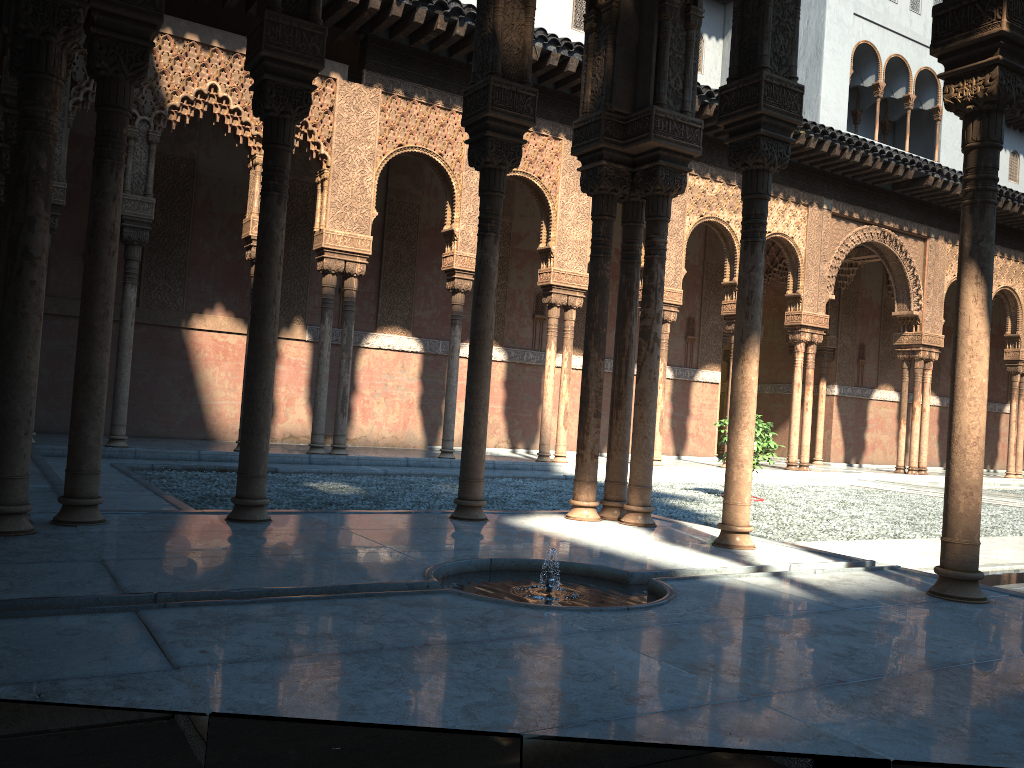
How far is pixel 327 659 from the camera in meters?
2.8
